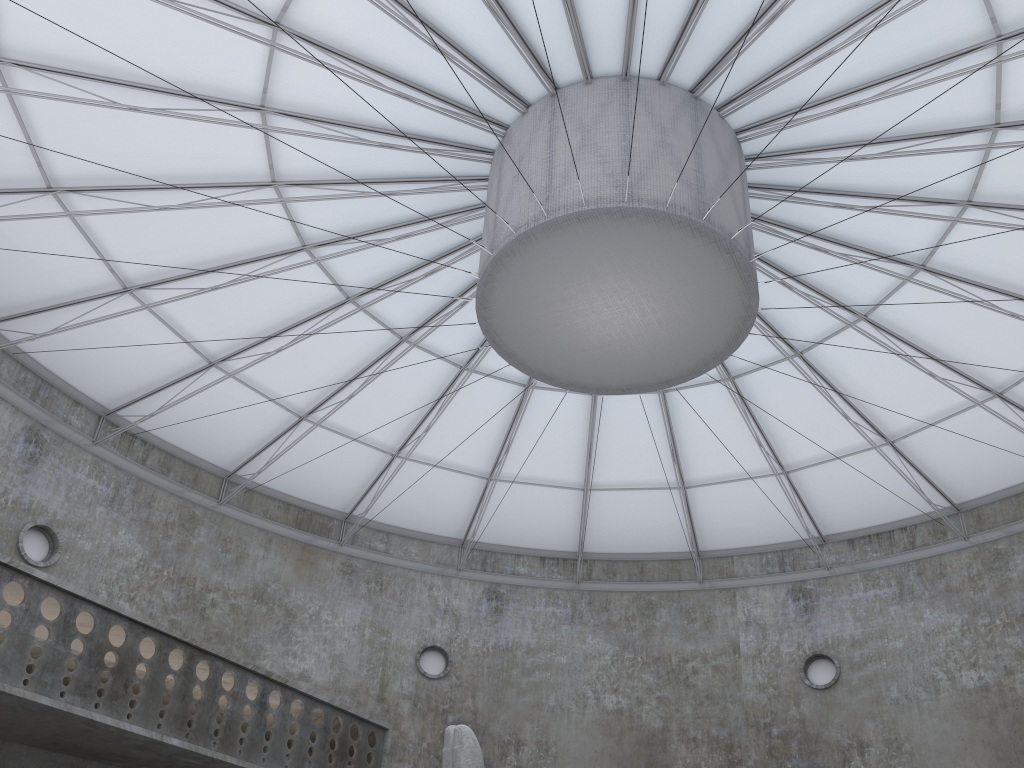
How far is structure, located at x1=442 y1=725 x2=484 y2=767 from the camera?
15.56m

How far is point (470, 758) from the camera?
15.6 meters

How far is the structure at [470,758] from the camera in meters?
15.6
